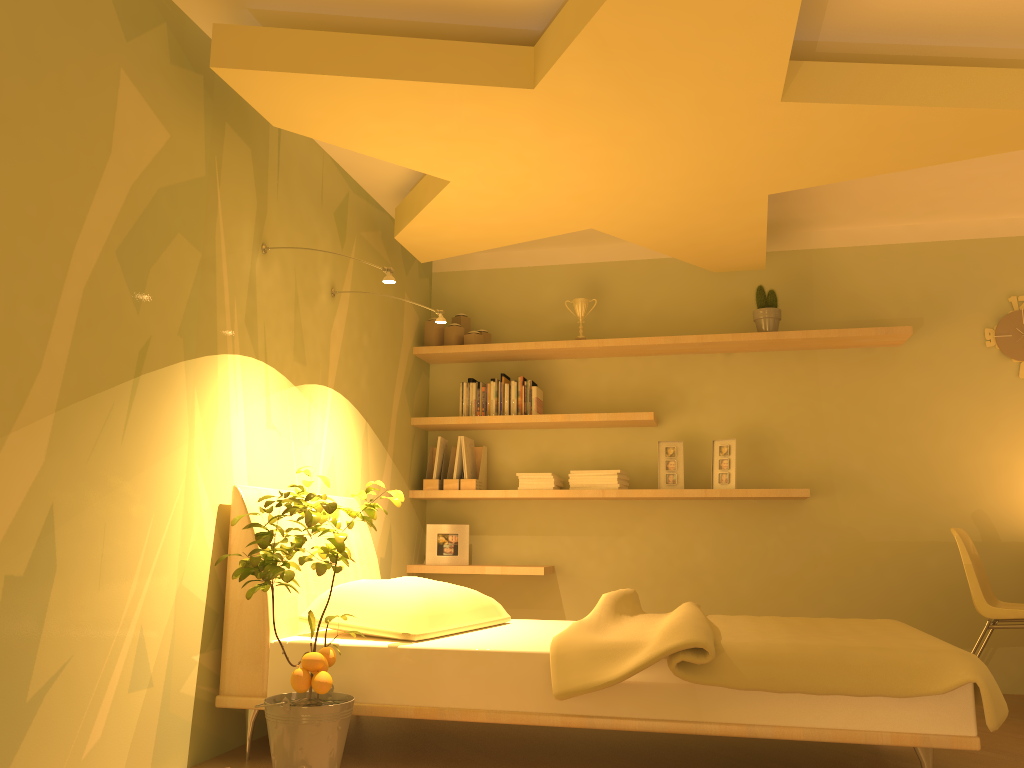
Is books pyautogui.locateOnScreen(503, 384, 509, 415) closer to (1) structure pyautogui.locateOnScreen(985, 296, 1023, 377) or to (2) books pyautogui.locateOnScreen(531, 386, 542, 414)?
(2) books pyautogui.locateOnScreen(531, 386, 542, 414)

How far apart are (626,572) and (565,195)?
2.13m

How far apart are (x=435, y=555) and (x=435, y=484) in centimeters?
38cm

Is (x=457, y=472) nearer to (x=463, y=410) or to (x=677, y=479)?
(x=463, y=410)

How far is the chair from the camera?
3.7m

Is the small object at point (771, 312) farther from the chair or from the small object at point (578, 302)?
the chair

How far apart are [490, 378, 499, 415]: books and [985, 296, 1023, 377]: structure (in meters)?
2.60

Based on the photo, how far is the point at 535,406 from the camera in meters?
4.8

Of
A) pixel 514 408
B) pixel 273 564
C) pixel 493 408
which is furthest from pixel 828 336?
pixel 273 564

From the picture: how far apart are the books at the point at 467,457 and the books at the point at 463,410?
0.2m
